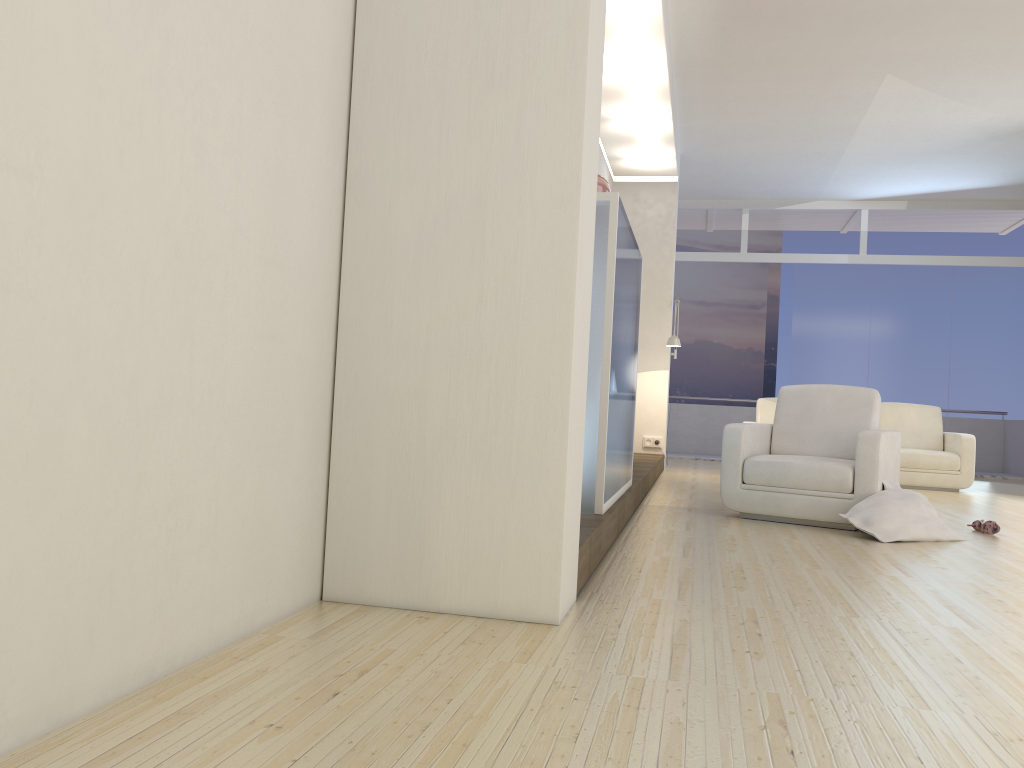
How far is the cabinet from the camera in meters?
3.8

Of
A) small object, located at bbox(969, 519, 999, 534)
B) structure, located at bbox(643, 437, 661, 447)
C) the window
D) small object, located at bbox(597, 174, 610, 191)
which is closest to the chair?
small object, located at bbox(969, 519, 999, 534)

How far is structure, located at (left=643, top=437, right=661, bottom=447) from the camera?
9.7 meters

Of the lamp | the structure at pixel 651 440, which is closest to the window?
the structure at pixel 651 440

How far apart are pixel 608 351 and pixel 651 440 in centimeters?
606cm

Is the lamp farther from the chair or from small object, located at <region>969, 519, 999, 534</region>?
small object, located at <region>969, 519, 999, 534</region>

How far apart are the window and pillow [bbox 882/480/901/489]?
6.9 meters

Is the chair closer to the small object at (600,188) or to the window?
the small object at (600,188)

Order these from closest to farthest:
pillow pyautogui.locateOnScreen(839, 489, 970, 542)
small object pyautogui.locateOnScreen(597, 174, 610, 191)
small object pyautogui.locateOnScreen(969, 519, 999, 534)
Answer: small object pyautogui.locateOnScreen(597, 174, 610, 191) < pillow pyautogui.locateOnScreen(839, 489, 970, 542) < small object pyautogui.locateOnScreen(969, 519, 999, 534)

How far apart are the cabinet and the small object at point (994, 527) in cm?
214
